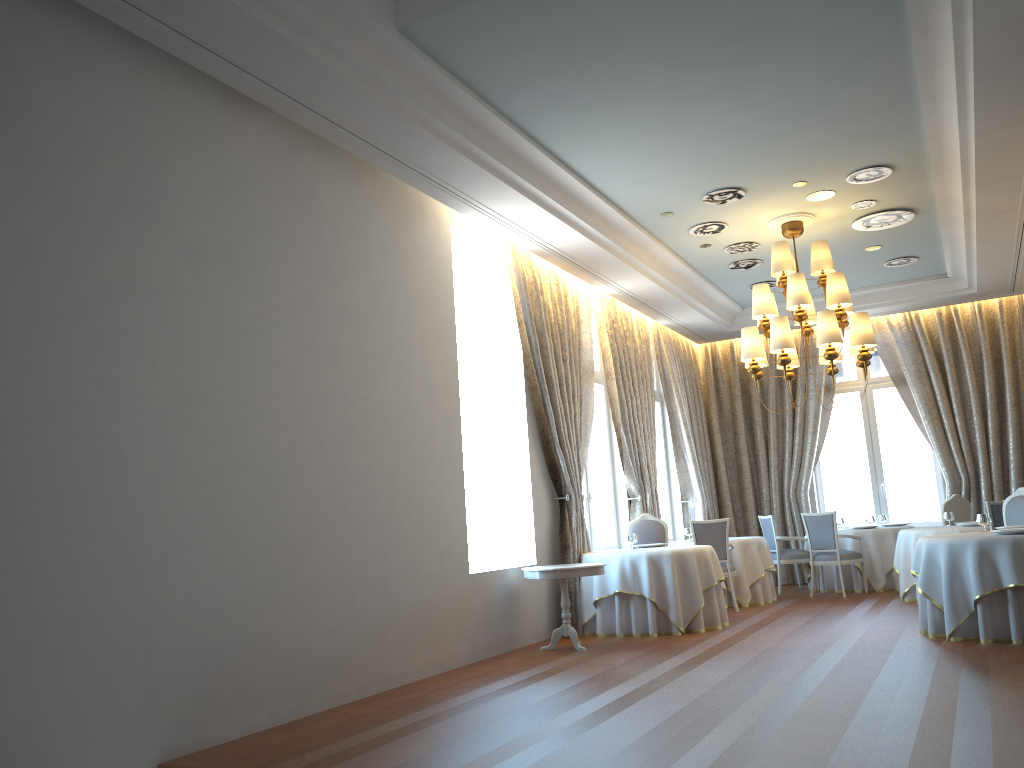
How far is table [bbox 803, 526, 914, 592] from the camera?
12.0m

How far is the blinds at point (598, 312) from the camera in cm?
1151

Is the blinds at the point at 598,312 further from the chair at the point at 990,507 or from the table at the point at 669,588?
the chair at the point at 990,507

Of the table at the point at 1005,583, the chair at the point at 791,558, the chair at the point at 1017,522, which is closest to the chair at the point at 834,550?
the chair at the point at 791,558

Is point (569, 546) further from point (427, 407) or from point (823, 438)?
point (823, 438)

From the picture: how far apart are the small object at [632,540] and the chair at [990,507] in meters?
3.7 m

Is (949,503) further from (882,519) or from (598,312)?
(598,312)

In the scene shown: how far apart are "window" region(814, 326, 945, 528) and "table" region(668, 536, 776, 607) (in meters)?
3.00

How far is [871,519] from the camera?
12.62m

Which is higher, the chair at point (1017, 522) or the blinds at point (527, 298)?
the blinds at point (527, 298)
